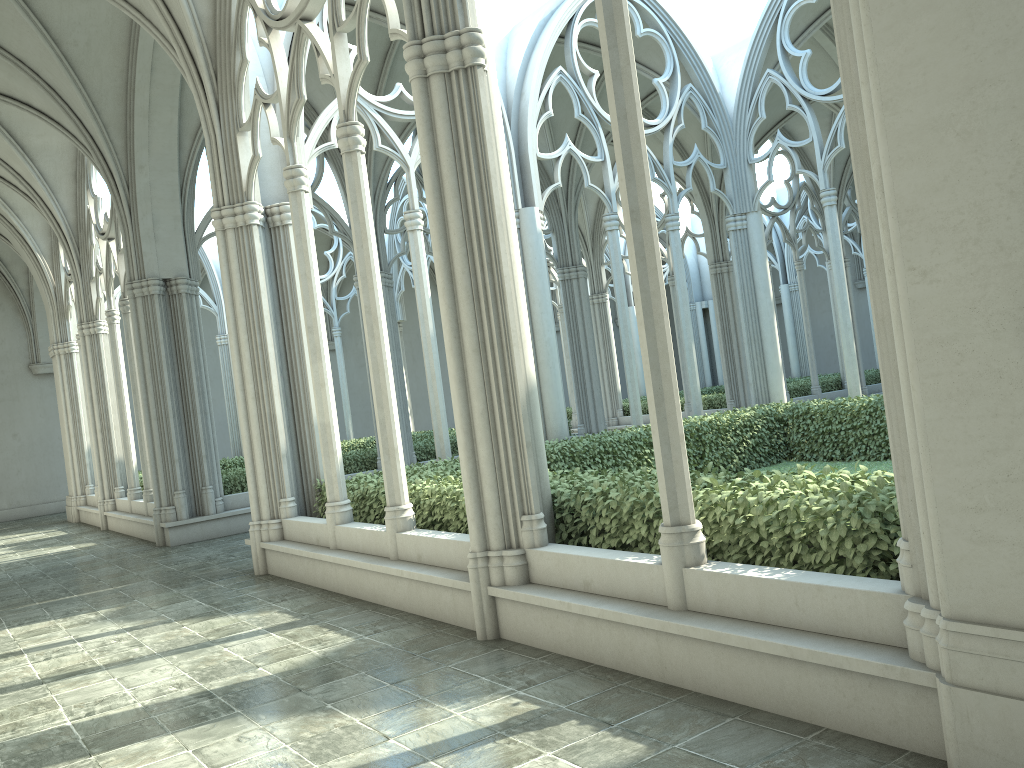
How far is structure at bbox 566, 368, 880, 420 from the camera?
22.3m

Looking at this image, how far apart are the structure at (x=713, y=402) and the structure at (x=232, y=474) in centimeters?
581cm

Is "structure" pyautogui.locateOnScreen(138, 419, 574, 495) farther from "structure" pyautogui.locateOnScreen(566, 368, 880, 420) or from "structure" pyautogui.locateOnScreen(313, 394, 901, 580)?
"structure" pyautogui.locateOnScreen(566, 368, 880, 420)

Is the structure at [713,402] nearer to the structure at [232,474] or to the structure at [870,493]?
the structure at [232,474]

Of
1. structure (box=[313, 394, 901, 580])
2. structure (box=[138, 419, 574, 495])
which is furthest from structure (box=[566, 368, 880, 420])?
structure (box=[313, 394, 901, 580])

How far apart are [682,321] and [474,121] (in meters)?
8.41

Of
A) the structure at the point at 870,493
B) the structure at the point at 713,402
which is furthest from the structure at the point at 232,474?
the structure at the point at 713,402

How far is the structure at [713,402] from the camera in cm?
2229

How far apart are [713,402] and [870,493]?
18.18m

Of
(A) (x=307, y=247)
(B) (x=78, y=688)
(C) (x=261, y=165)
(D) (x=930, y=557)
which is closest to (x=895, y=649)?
(D) (x=930, y=557)
